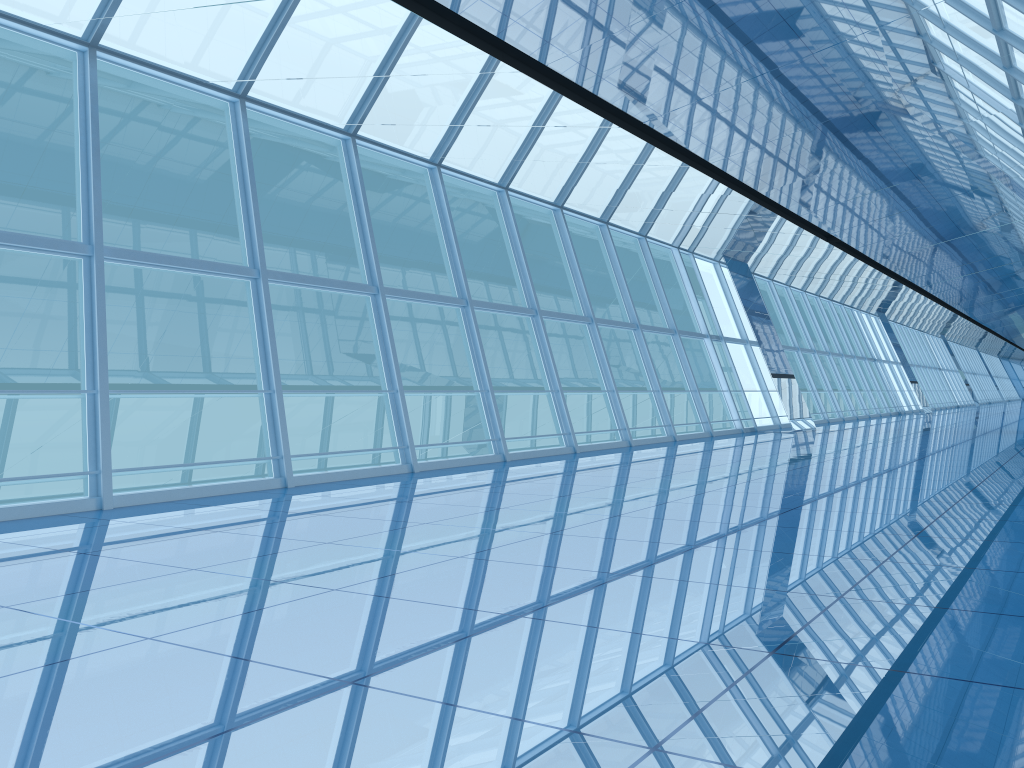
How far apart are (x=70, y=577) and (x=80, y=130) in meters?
5.4 m

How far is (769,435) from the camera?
19.4 meters
